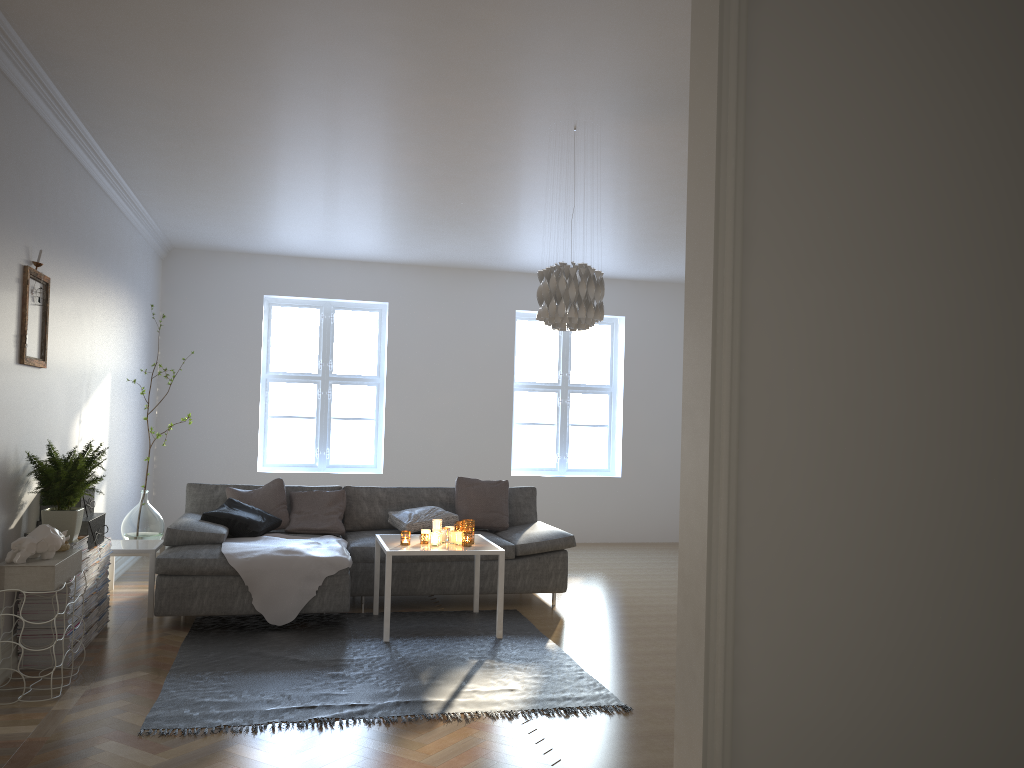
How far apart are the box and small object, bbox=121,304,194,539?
1.0m

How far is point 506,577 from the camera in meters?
5.9

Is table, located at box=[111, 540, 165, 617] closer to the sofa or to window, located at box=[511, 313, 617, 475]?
the sofa

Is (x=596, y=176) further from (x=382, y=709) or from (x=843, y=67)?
(x=843, y=67)

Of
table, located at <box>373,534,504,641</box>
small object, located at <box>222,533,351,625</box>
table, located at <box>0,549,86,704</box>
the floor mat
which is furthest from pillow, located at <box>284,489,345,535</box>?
table, located at <box>0,549,86,704</box>

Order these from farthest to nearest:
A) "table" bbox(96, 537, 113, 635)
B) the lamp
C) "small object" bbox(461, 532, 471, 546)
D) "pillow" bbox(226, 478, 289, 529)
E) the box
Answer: "pillow" bbox(226, 478, 289, 529) < "small object" bbox(461, 532, 471, 546) < "table" bbox(96, 537, 113, 635) < the box < the lamp

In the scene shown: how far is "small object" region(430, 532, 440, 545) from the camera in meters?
5.2

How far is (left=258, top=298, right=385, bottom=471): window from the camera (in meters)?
8.82

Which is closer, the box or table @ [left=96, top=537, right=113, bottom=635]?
the box

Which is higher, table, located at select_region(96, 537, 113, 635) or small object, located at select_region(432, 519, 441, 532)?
small object, located at select_region(432, 519, 441, 532)
